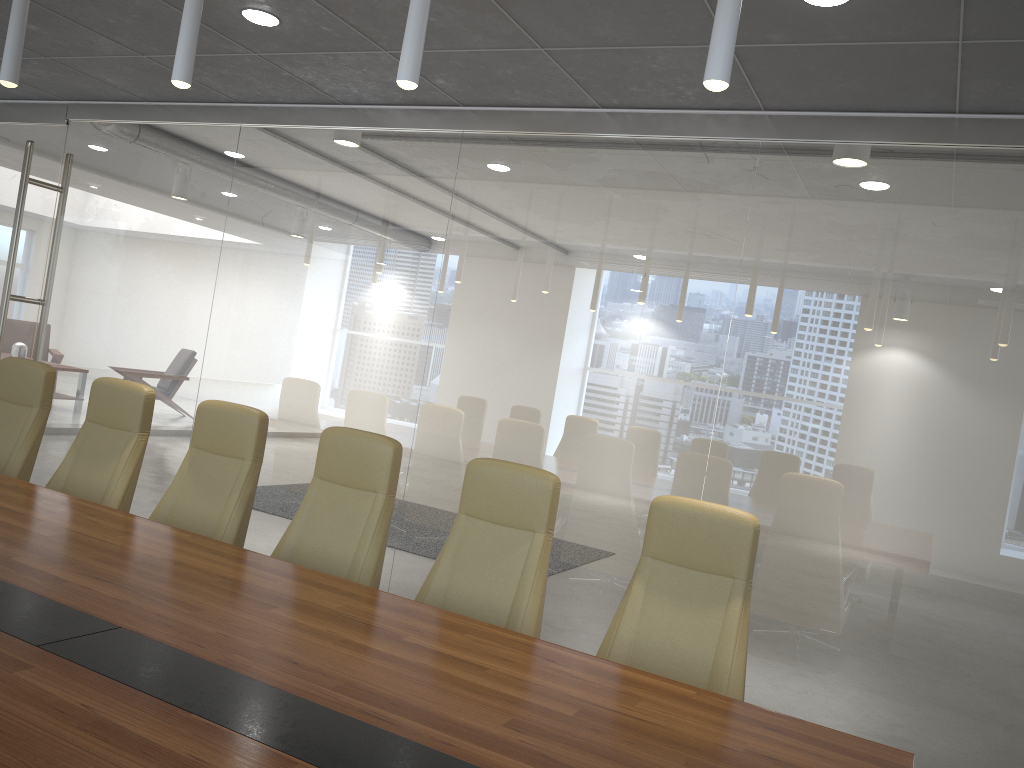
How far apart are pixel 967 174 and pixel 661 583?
2.9m

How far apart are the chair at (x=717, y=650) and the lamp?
1.7 meters

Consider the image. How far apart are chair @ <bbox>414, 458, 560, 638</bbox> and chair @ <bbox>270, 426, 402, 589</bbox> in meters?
0.3 m

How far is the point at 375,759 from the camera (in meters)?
1.94

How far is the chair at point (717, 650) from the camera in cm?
330

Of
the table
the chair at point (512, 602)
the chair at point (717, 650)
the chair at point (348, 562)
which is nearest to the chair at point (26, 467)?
the table

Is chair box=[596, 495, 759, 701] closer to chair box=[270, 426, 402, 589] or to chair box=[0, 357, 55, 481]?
chair box=[270, 426, 402, 589]

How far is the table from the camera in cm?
194

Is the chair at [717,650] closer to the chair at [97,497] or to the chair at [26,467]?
the chair at [97,497]

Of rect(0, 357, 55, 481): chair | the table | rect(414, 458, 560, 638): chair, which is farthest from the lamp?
rect(0, 357, 55, 481): chair
